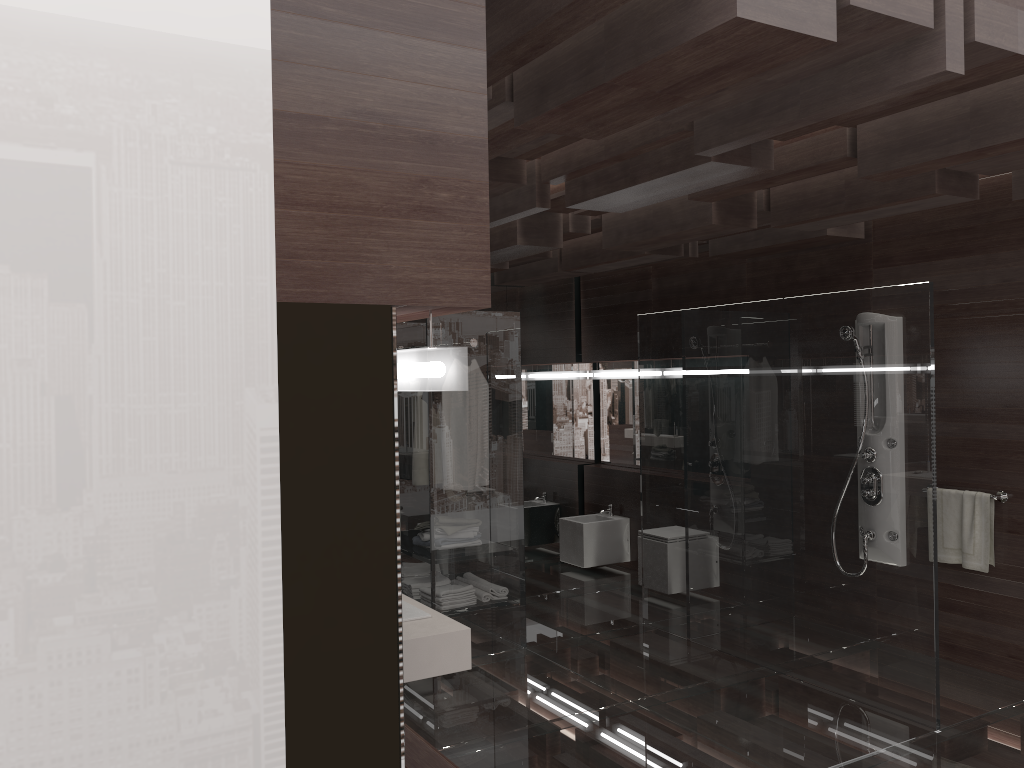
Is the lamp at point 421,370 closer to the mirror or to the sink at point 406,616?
the sink at point 406,616

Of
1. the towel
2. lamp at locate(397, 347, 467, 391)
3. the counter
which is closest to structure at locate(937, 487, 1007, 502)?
the towel

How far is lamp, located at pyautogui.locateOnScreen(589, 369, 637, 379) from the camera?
7.4m

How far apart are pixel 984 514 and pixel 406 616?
3.29m

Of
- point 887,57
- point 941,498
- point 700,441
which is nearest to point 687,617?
point 700,441

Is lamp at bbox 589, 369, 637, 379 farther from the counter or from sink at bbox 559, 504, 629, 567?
the counter

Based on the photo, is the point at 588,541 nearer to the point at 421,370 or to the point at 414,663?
the point at 414,663

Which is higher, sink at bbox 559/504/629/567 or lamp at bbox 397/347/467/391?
lamp at bbox 397/347/467/391

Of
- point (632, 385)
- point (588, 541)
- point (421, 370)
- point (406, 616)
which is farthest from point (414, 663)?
point (632, 385)

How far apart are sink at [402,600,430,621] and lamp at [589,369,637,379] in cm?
458
